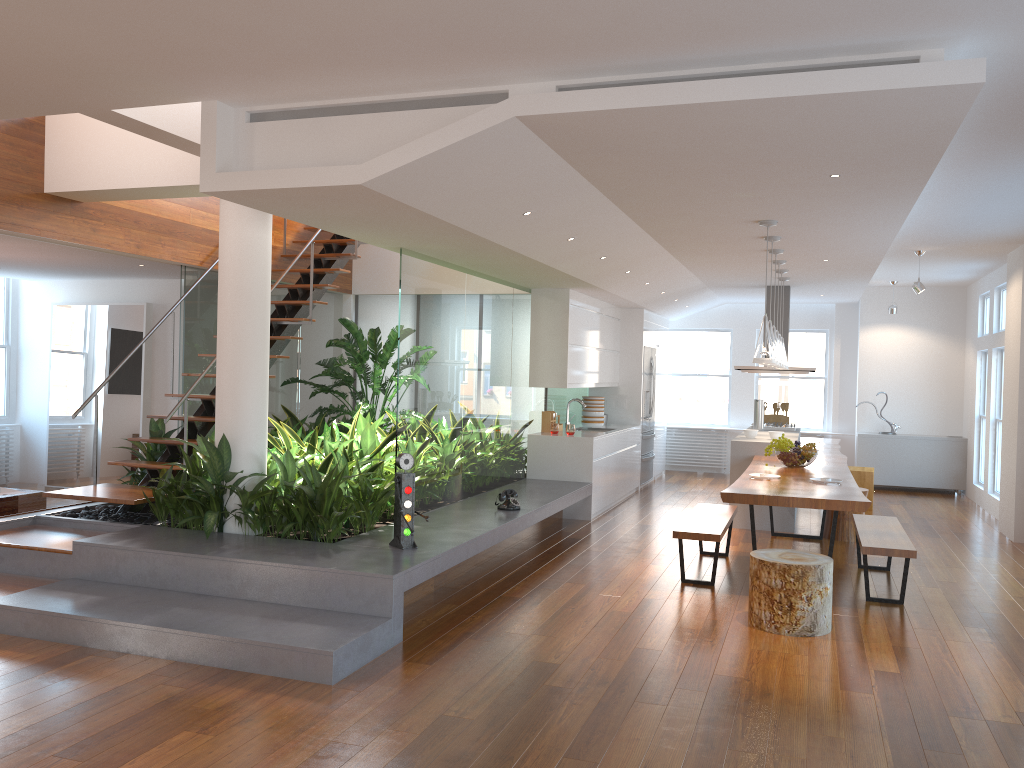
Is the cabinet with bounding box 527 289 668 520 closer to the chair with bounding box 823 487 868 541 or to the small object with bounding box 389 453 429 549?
the chair with bounding box 823 487 868 541

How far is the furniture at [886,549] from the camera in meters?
5.6

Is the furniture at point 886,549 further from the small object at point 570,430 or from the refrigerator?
the refrigerator

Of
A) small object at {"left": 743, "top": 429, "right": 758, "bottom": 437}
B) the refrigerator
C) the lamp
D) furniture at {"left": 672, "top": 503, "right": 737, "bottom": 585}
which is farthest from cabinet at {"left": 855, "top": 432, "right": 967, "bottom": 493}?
the lamp

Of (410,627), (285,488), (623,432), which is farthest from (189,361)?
(623,432)

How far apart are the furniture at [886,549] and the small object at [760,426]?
3.4m

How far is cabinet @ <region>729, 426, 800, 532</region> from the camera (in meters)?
8.29

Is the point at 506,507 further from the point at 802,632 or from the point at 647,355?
the point at 647,355

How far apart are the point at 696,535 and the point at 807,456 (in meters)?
1.76

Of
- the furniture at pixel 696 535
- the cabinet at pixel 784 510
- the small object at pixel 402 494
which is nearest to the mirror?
the small object at pixel 402 494
